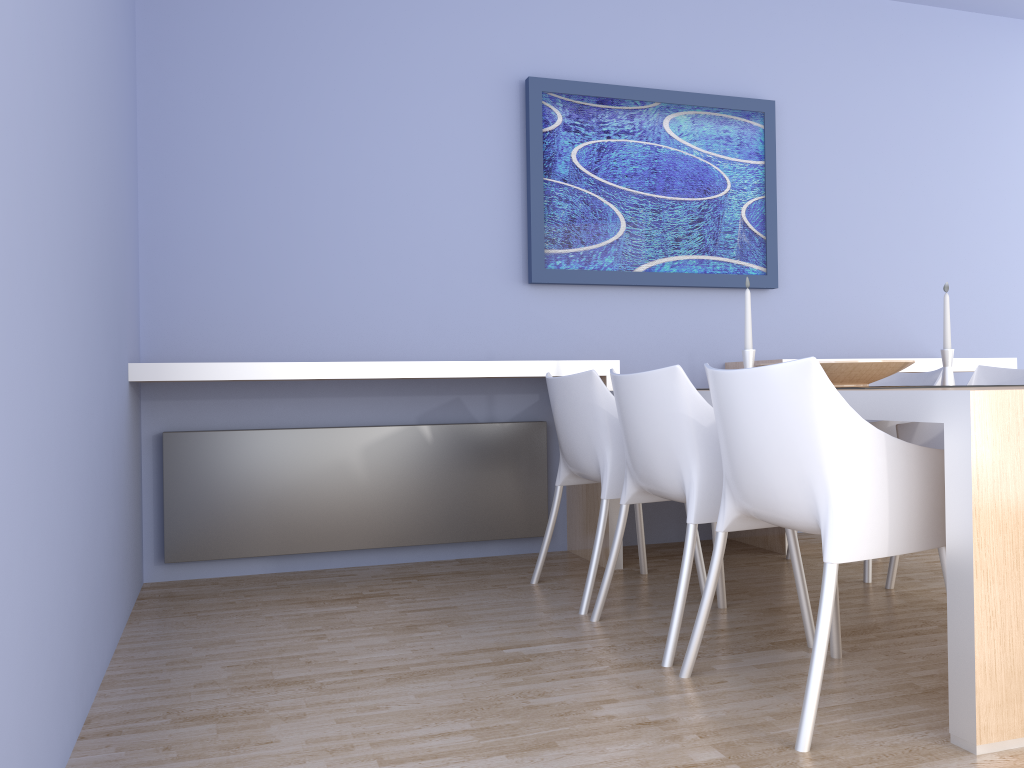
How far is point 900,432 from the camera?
3.15m

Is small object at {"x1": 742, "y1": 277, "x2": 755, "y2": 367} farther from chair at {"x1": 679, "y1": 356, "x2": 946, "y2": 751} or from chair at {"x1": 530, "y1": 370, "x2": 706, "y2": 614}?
chair at {"x1": 679, "y1": 356, "x2": 946, "y2": 751}

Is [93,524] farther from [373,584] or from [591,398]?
[591,398]

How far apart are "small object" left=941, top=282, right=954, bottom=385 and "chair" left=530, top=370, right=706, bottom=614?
1.0 meters

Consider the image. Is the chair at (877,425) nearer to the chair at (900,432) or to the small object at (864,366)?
the chair at (900,432)

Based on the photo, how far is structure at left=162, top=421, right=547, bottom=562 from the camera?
3.43m

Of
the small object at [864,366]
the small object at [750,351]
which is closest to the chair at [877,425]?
the small object at [864,366]

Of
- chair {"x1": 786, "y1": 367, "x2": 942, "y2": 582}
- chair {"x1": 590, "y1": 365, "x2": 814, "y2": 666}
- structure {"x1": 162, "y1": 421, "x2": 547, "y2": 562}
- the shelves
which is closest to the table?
chair {"x1": 590, "y1": 365, "x2": 814, "y2": 666}

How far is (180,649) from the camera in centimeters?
254cm

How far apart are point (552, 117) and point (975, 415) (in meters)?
2.59
